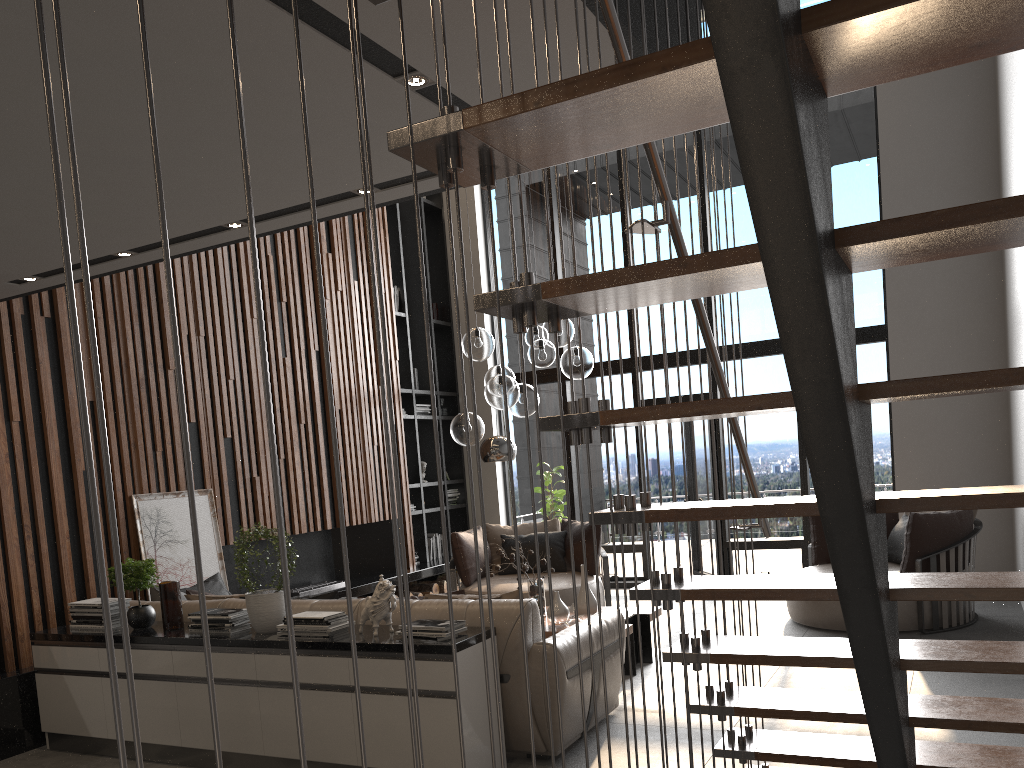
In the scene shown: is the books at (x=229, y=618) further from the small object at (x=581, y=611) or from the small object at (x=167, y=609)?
the small object at (x=581, y=611)

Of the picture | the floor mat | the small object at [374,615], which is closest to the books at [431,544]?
the picture

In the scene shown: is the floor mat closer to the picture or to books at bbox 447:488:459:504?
the picture

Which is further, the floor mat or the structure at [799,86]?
the floor mat

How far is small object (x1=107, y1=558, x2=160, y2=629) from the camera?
4.8 meters

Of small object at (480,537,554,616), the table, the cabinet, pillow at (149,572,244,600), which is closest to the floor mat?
the table

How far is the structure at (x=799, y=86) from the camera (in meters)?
1.12

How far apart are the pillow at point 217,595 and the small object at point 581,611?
2.1m

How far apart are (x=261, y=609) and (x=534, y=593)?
2.27m

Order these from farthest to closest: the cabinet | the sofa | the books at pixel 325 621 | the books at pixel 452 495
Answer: the books at pixel 452 495 < the books at pixel 325 621 < the sofa < the cabinet
